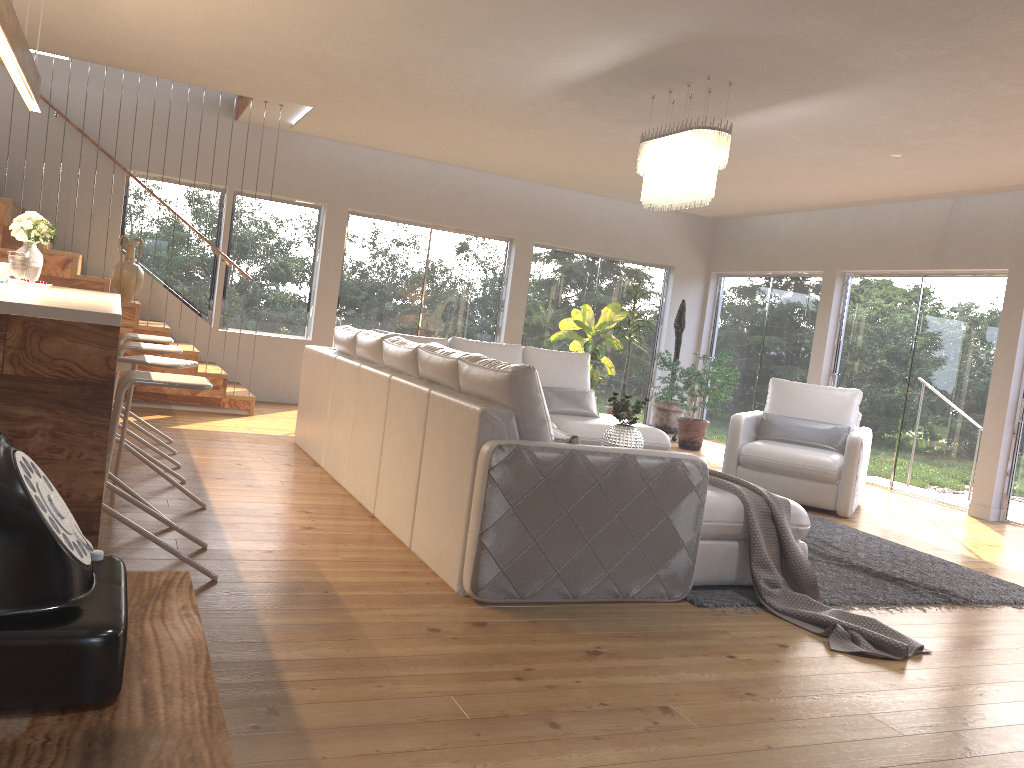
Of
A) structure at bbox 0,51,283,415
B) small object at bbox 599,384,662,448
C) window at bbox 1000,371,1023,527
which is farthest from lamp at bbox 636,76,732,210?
structure at bbox 0,51,283,415

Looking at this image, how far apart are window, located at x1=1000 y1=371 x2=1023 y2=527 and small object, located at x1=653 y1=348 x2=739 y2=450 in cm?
285

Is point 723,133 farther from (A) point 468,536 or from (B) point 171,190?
(B) point 171,190

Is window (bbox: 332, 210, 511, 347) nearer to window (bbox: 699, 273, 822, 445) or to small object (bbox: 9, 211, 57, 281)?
window (bbox: 699, 273, 822, 445)

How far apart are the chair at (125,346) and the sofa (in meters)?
1.00

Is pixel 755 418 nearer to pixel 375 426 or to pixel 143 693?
pixel 375 426

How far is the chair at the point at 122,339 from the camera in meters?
5.6 m

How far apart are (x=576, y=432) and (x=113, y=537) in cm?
363

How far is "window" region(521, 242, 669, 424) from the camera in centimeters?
1061cm

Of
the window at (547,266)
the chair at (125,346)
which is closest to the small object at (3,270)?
the chair at (125,346)
